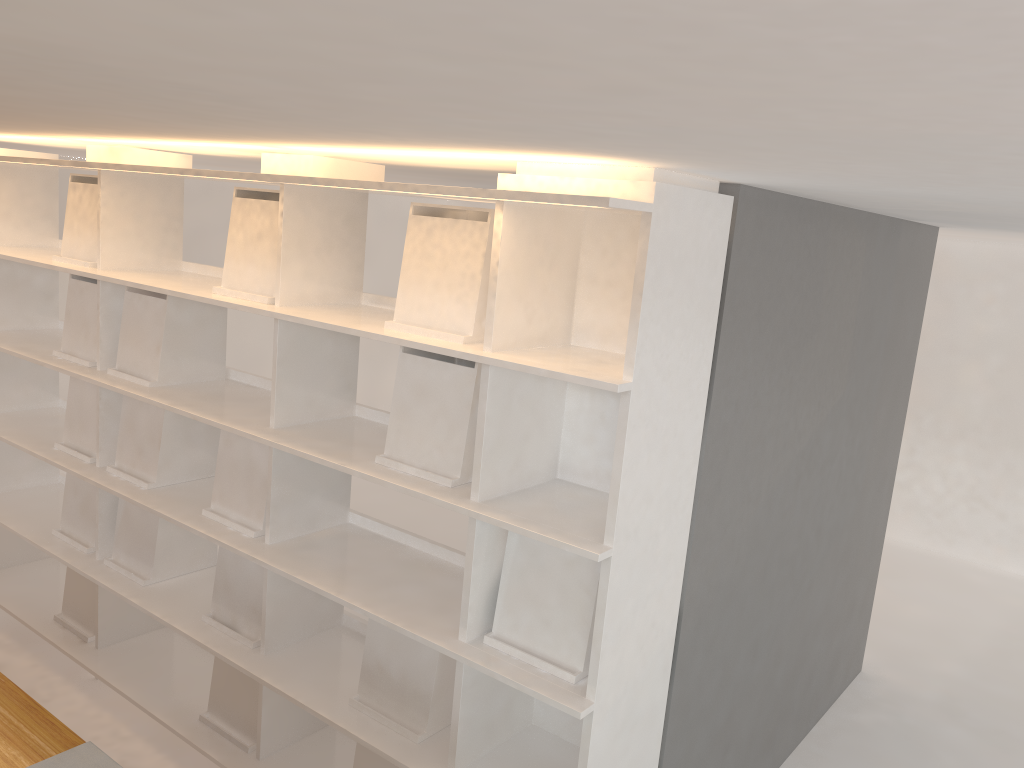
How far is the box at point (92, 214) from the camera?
2.9 meters

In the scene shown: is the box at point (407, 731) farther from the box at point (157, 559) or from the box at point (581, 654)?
the box at point (157, 559)

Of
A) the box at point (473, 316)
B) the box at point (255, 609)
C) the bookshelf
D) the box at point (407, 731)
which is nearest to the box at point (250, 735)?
the bookshelf

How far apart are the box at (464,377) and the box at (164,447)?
1.0m

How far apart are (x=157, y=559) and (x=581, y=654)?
1.6 meters

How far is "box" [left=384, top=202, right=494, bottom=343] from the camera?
1.96m

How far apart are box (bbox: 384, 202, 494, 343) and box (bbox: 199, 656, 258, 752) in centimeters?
125cm

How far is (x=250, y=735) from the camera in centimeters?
262cm

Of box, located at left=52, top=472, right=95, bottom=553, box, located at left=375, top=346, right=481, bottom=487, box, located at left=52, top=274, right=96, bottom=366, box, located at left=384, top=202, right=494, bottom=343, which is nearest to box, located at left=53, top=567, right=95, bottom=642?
box, located at left=52, top=472, right=95, bottom=553

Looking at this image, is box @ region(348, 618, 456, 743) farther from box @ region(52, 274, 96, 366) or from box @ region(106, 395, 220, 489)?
box @ region(52, 274, 96, 366)
